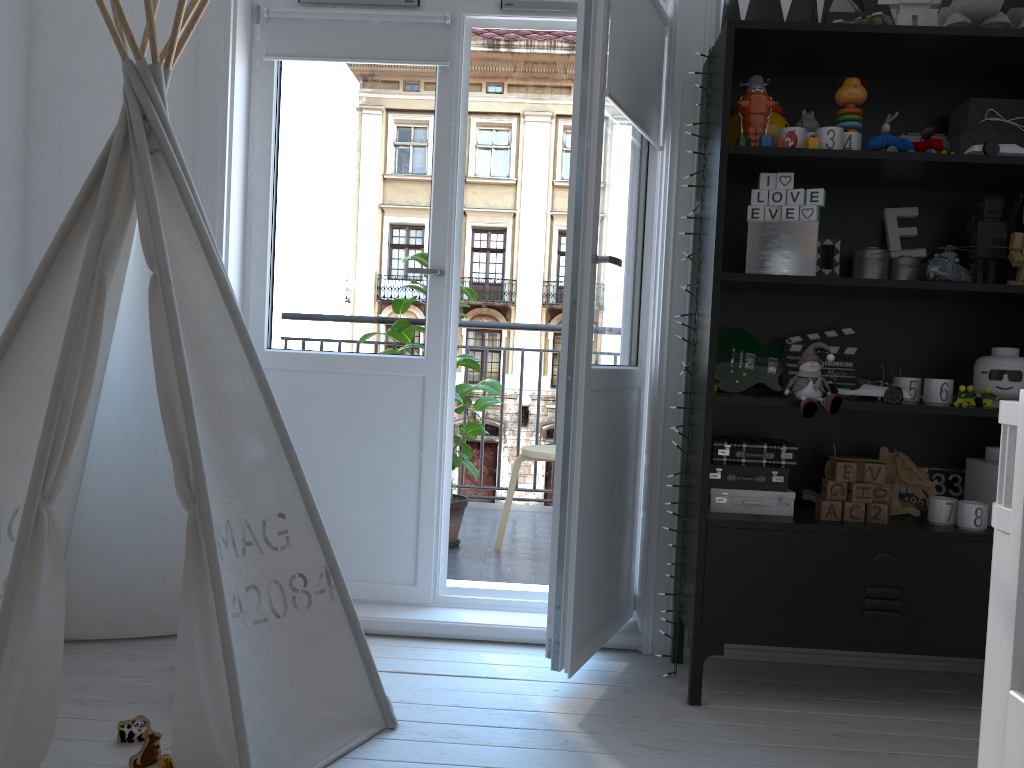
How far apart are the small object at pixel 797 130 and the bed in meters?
1.2 m

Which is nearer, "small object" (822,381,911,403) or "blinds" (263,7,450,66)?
"small object" (822,381,911,403)

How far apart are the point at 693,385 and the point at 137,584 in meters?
1.6 m

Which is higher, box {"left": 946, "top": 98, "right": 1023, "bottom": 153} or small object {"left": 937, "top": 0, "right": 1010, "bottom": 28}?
small object {"left": 937, "top": 0, "right": 1010, "bottom": 28}

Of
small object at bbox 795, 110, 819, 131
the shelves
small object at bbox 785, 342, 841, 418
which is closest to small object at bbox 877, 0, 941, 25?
the shelves

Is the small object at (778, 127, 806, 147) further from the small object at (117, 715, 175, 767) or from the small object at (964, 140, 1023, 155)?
the small object at (117, 715, 175, 767)

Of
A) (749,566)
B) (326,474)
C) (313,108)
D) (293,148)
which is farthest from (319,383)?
(749,566)

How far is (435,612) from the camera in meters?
2.7

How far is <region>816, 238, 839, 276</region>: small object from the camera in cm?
243

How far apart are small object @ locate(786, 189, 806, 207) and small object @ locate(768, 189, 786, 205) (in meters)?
0.02
